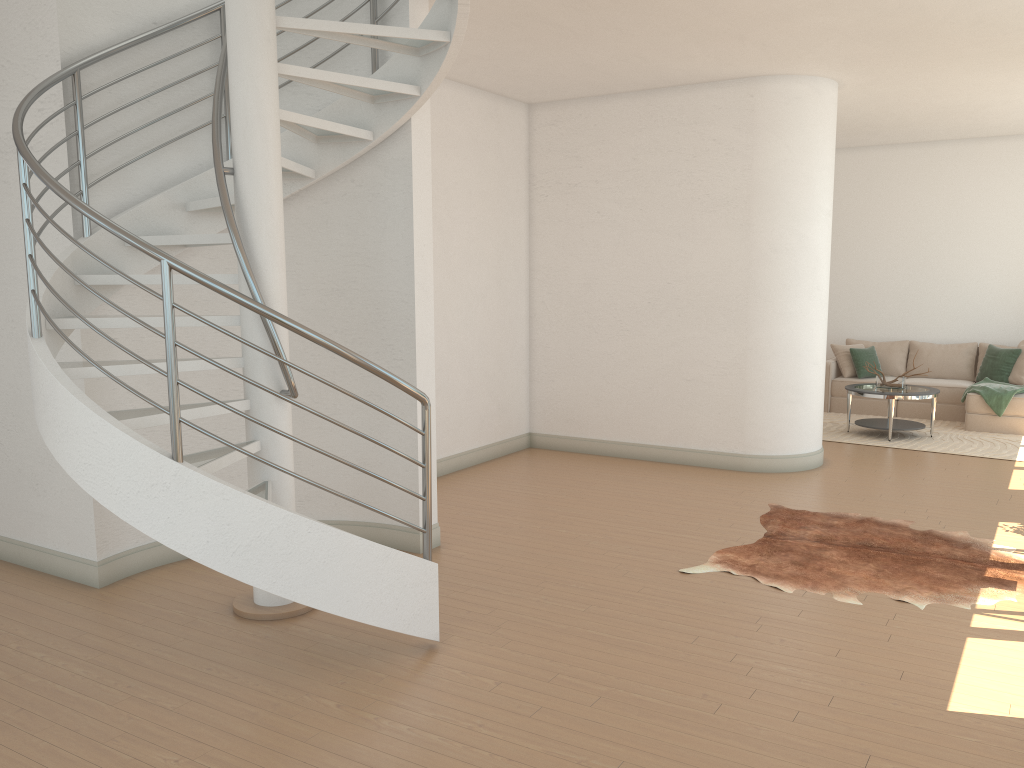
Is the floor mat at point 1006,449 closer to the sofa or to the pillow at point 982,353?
the sofa

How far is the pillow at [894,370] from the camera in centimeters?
1132cm

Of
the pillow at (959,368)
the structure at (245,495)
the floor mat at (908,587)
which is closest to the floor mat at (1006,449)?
the pillow at (959,368)

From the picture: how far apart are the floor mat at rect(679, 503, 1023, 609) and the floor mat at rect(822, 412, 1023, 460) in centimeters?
296cm

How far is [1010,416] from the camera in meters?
9.6

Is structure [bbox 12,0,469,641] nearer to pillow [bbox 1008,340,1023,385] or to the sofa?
the sofa

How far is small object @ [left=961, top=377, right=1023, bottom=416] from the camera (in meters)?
9.57

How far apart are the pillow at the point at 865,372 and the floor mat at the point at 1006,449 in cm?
60

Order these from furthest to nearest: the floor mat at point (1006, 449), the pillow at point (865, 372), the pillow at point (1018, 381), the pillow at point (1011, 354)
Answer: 1. the pillow at point (865, 372)
2. the pillow at point (1011, 354)
3. the pillow at point (1018, 381)
4. the floor mat at point (1006, 449)

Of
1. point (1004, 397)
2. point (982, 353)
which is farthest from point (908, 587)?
point (982, 353)
